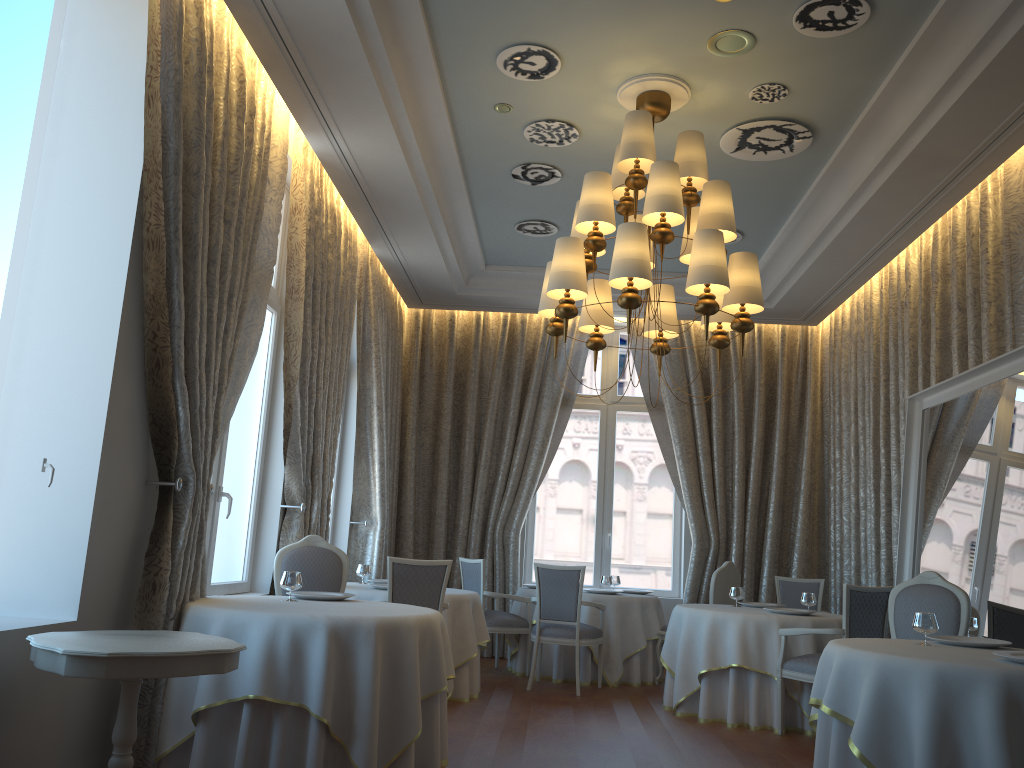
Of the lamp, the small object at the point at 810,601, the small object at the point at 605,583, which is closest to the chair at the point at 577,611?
the small object at the point at 605,583

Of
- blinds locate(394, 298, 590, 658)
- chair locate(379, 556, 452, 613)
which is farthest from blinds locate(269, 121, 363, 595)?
blinds locate(394, 298, 590, 658)

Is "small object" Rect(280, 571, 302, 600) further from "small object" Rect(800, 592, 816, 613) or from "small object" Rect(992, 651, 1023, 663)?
"small object" Rect(800, 592, 816, 613)

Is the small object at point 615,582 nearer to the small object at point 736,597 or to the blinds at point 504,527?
the blinds at point 504,527

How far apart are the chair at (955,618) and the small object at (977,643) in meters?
0.4

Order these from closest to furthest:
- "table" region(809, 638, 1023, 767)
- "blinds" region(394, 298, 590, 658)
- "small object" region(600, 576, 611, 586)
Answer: "table" region(809, 638, 1023, 767) → "small object" region(600, 576, 611, 586) → "blinds" region(394, 298, 590, 658)

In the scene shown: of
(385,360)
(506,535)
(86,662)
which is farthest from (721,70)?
(506,535)

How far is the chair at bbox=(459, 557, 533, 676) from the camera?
8.6m

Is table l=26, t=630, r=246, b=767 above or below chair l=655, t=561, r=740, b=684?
below

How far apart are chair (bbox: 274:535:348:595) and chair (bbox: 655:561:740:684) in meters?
3.8
